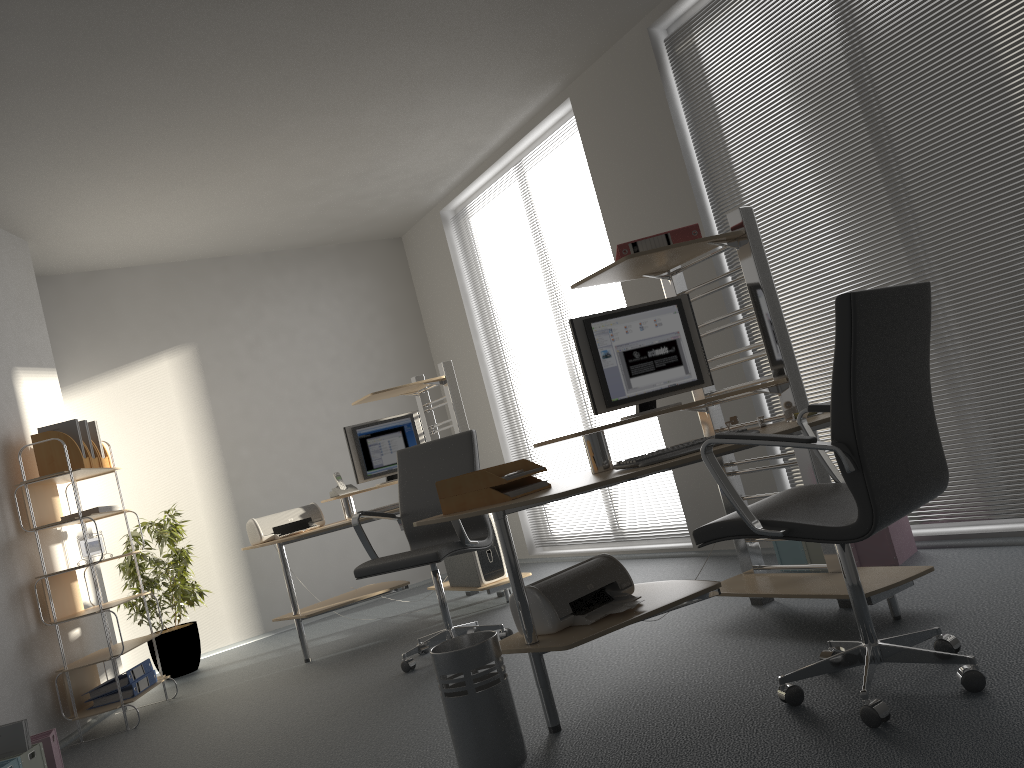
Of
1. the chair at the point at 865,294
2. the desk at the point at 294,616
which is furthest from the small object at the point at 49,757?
the chair at the point at 865,294

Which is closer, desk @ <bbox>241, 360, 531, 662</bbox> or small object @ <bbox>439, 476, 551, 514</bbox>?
small object @ <bbox>439, 476, 551, 514</bbox>

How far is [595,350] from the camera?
3.34m

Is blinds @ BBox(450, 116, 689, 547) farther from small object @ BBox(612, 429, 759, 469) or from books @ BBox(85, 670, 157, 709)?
books @ BBox(85, 670, 157, 709)

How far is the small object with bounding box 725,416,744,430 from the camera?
3.4m

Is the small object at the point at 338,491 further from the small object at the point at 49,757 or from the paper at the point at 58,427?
the small object at the point at 49,757

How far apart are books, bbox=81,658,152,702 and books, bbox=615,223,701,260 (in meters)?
3.43

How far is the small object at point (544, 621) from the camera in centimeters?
285cm

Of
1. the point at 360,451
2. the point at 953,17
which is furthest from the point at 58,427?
the point at 953,17

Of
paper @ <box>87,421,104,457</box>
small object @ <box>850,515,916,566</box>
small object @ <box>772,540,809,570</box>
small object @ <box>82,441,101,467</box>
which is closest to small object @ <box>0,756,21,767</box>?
small object @ <box>82,441,101,467</box>
